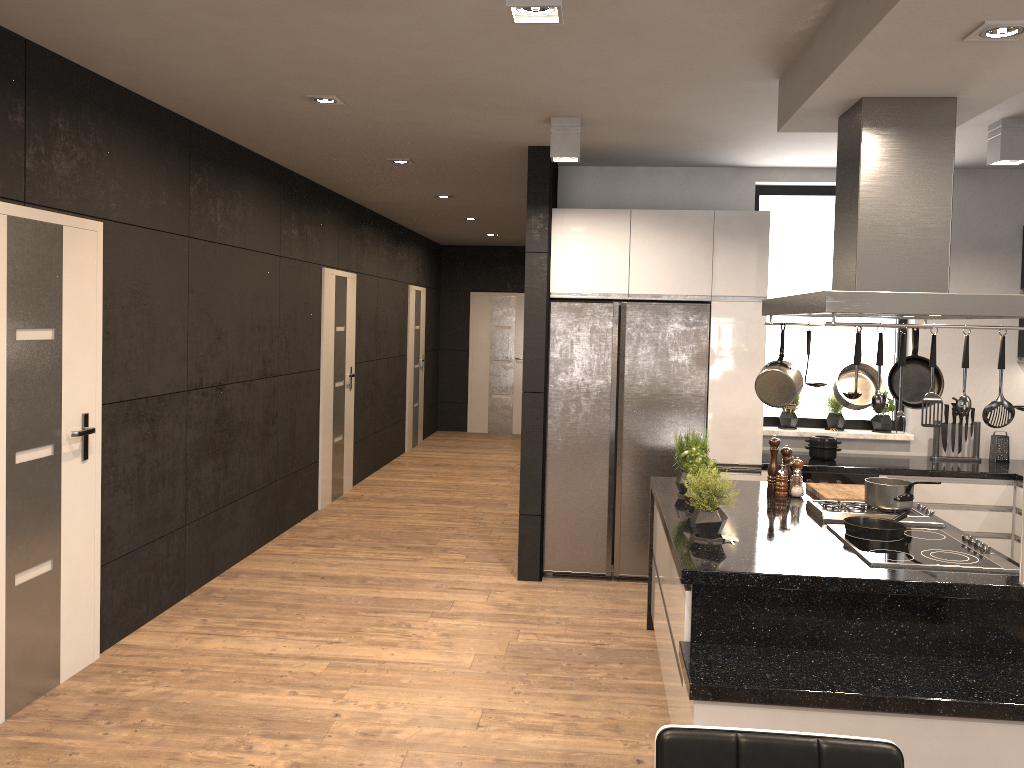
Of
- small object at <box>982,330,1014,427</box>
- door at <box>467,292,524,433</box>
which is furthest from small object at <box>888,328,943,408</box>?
door at <box>467,292,524,433</box>

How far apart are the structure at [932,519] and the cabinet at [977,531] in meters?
1.5

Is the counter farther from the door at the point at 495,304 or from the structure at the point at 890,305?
the door at the point at 495,304

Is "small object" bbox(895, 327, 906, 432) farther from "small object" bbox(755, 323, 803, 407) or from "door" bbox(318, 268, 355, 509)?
"door" bbox(318, 268, 355, 509)

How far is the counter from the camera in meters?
5.4

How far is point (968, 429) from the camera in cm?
587

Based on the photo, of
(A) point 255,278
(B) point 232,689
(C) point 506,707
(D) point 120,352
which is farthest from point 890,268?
(A) point 255,278

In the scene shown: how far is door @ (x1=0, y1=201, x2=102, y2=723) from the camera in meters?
3.5

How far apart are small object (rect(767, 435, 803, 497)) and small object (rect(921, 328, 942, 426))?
1.40m

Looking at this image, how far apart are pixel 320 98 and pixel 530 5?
2.19m
